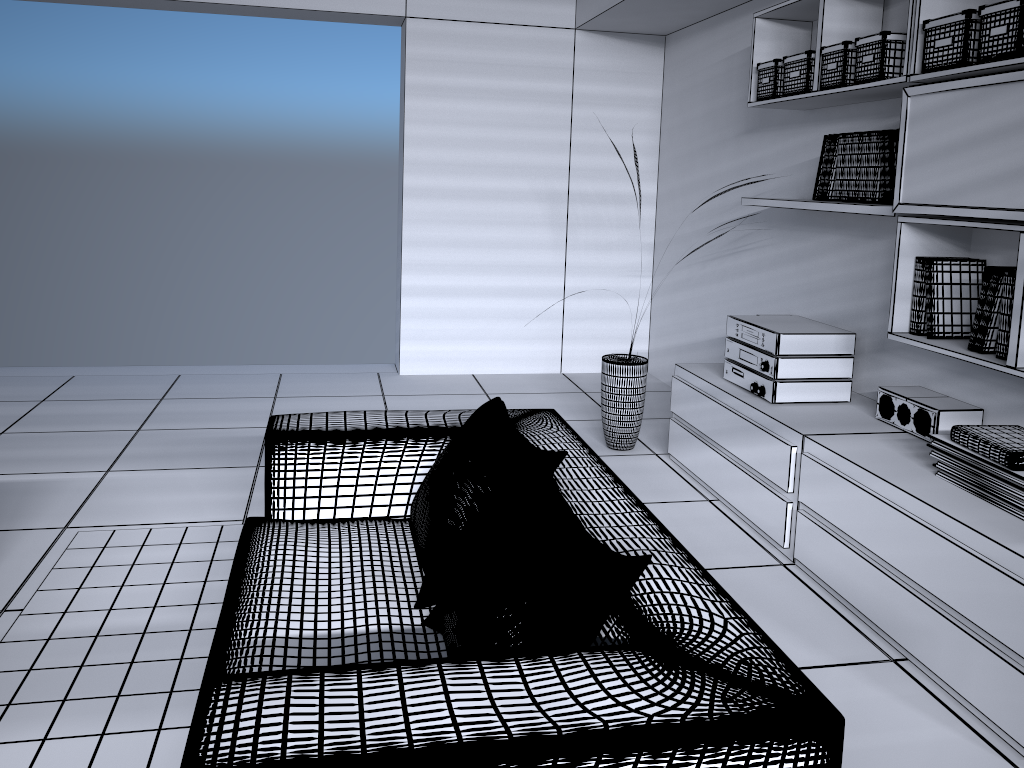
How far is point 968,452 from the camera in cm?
247

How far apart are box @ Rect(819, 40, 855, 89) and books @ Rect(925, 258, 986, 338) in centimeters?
76cm

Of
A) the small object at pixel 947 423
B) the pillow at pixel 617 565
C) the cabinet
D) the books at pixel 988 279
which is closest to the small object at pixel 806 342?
the cabinet

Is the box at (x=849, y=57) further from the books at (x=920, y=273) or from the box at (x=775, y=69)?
the books at (x=920, y=273)

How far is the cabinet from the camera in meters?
2.1

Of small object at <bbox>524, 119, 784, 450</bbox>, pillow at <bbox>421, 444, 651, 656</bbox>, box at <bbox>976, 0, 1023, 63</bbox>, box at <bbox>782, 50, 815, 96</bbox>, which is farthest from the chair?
box at <bbox>782, 50, 815, 96</bbox>

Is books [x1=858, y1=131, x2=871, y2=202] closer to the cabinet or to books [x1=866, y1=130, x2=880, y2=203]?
books [x1=866, y1=130, x2=880, y2=203]

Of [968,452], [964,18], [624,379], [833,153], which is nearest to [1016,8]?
[964,18]

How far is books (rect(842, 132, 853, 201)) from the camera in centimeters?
321cm

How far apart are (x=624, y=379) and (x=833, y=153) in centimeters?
134cm
